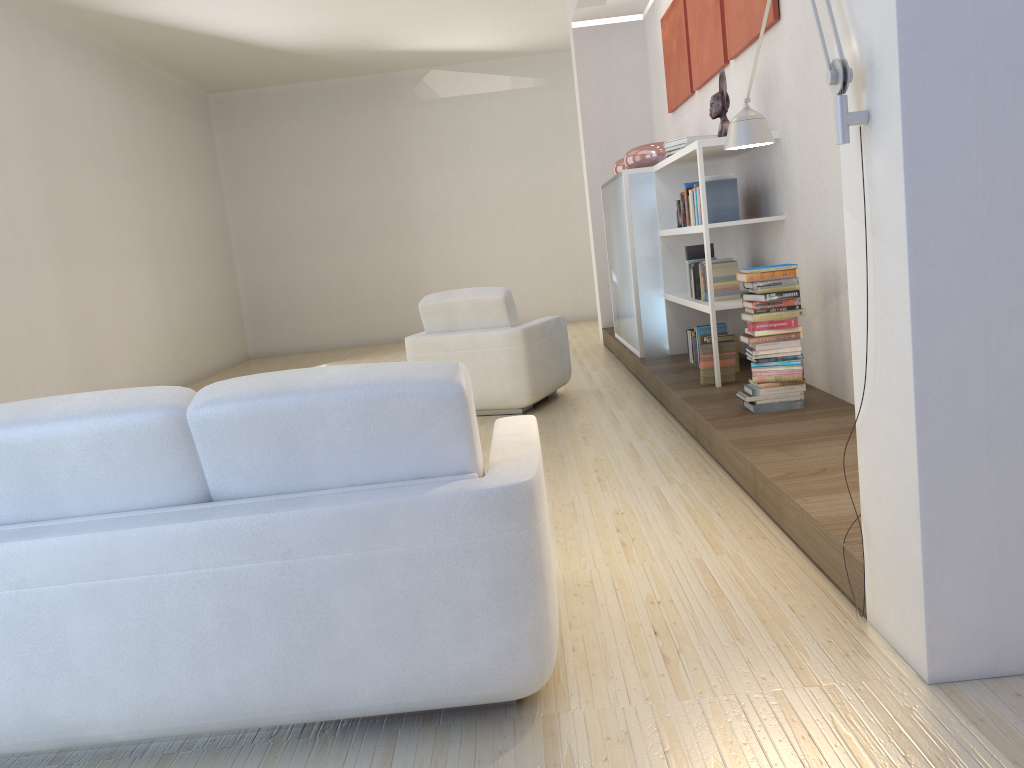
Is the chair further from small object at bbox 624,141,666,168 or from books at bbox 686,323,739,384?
small object at bbox 624,141,666,168

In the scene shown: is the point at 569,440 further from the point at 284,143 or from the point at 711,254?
the point at 284,143

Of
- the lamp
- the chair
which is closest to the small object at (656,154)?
the chair

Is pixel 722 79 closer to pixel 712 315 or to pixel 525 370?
pixel 712 315

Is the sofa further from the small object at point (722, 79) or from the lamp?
the small object at point (722, 79)

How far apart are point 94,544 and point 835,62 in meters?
2.0 m

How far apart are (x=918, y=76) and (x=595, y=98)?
7.5m

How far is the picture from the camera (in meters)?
5.21

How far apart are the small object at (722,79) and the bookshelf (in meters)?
0.08

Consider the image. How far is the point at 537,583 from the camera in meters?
2.0 m
